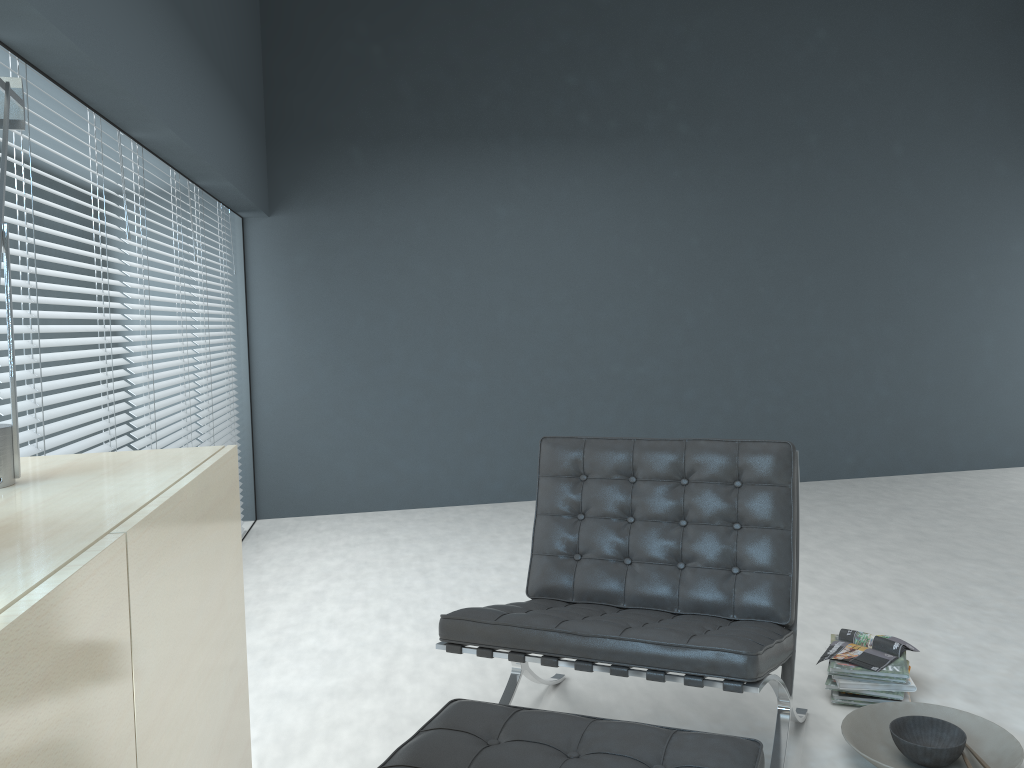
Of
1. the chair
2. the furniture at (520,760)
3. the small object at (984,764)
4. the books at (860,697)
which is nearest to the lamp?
the furniture at (520,760)

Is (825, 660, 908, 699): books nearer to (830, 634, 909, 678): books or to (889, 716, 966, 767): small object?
(830, 634, 909, 678): books

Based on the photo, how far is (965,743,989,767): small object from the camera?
2.0m

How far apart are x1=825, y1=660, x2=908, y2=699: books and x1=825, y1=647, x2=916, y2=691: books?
0.0m

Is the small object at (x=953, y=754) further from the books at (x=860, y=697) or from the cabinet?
the cabinet

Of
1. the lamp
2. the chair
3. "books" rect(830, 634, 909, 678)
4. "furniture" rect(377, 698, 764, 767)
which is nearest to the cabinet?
the lamp

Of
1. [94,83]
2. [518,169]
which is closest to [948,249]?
[518,169]

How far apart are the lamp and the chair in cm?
109

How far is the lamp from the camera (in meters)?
1.17

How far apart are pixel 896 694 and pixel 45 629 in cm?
230
